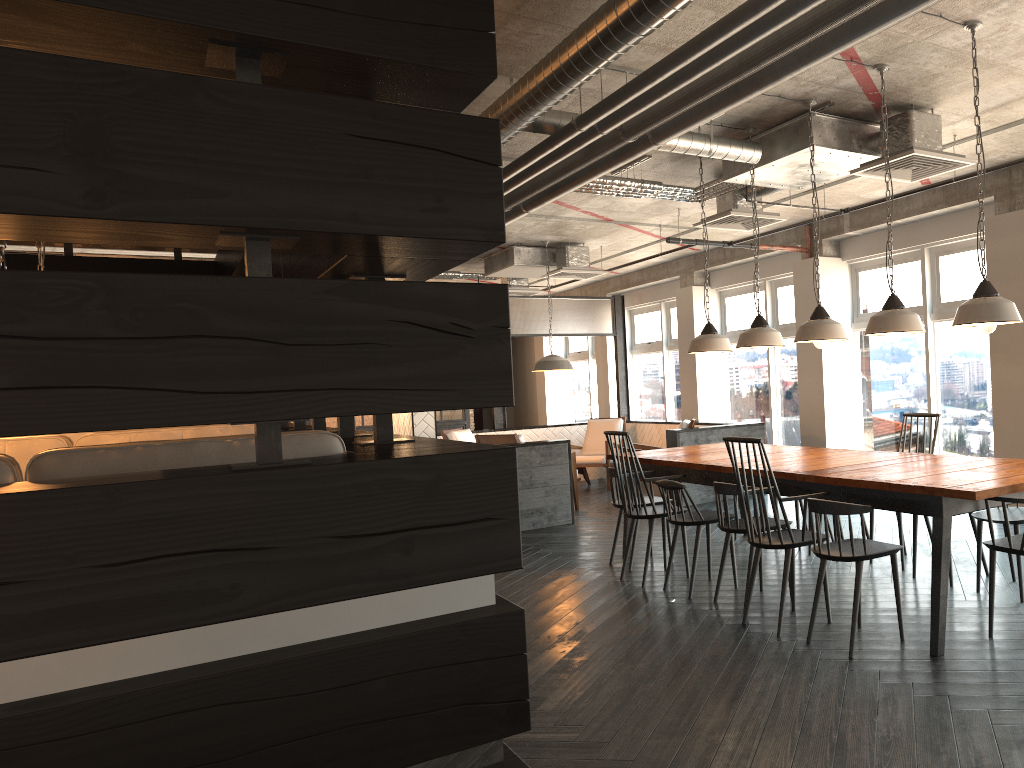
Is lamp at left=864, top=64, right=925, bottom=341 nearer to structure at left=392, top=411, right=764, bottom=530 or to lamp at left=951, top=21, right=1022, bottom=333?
lamp at left=951, top=21, right=1022, bottom=333

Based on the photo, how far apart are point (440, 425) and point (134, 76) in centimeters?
1168cm

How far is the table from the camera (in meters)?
3.57

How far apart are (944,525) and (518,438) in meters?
5.4 m

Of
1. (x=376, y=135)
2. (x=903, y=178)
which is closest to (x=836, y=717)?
(x=376, y=135)

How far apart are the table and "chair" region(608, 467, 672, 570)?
0.2 meters

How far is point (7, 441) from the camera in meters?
3.2

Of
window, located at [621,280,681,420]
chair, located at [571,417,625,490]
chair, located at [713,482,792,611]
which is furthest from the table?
window, located at [621,280,681,420]

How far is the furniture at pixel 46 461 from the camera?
2.1 meters

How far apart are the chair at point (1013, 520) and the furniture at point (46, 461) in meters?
3.5
